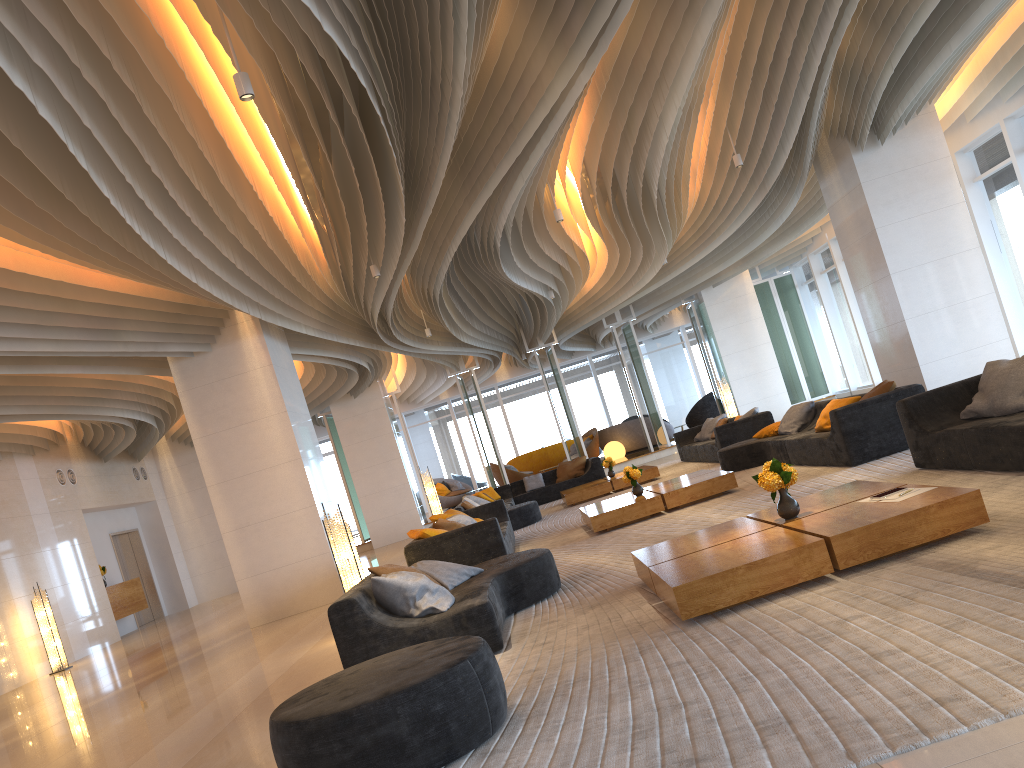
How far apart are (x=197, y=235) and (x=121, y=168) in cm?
243

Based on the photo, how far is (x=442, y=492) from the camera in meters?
25.6 m

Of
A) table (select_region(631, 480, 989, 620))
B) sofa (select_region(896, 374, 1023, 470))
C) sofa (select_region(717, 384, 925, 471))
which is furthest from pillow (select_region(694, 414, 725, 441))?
table (select_region(631, 480, 989, 620))

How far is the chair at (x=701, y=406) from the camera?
24.4 meters

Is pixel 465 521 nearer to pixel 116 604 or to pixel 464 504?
pixel 464 504

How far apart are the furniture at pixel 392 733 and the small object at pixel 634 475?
6.1 meters

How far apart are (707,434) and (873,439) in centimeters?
801cm

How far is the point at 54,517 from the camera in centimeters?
1586cm

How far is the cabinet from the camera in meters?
17.1

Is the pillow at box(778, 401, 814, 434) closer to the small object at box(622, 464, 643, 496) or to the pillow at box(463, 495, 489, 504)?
the small object at box(622, 464, 643, 496)
